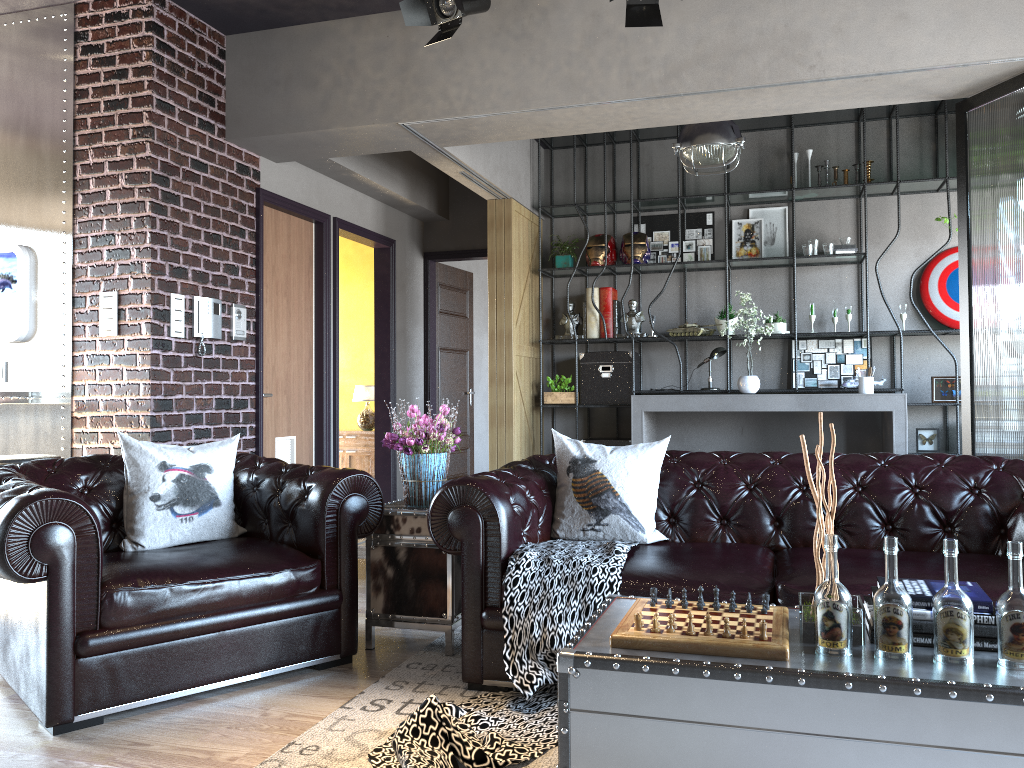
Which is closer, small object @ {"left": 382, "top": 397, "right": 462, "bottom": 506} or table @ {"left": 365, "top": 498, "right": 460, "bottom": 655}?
table @ {"left": 365, "top": 498, "right": 460, "bottom": 655}

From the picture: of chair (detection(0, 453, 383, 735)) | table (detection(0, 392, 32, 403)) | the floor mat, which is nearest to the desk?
the floor mat

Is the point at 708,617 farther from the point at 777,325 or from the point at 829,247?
the point at 829,247

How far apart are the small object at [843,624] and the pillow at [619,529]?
1.5 meters

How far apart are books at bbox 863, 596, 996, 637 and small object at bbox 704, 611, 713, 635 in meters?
0.4 m

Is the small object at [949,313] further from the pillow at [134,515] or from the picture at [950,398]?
the pillow at [134,515]

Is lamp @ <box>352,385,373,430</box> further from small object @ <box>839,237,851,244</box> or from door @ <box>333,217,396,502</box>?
small object @ <box>839,237,851,244</box>

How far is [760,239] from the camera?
7.85m

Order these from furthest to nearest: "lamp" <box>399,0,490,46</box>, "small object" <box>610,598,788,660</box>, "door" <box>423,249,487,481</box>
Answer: "door" <box>423,249,487,481</box> → "lamp" <box>399,0,490,46</box> → "small object" <box>610,598,788,660</box>

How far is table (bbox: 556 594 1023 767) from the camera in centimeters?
191cm
